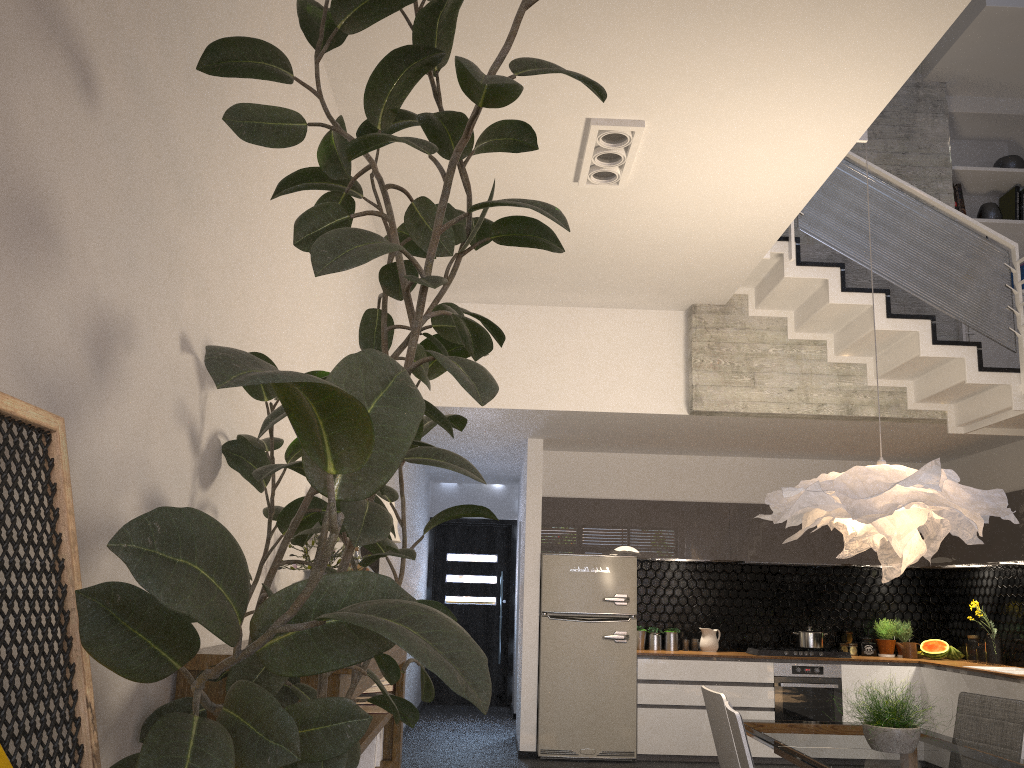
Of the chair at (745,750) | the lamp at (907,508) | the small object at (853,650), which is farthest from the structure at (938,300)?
the chair at (745,750)

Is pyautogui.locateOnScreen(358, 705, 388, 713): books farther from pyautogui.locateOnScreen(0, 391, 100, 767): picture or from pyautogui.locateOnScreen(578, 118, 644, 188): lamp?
pyautogui.locateOnScreen(578, 118, 644, 188): lamp

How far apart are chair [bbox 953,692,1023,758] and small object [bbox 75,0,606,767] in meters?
3.3 m

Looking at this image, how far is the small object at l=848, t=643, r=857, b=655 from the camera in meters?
8.1

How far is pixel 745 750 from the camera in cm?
331

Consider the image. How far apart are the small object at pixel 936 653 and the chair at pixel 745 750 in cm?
516

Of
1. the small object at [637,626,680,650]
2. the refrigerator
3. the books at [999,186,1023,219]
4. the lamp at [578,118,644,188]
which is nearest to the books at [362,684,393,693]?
the lamp at [578,118,644,188]

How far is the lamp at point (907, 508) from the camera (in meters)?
3.70

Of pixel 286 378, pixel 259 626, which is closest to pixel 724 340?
pixel 259 626

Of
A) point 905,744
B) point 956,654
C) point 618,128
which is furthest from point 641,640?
point 618,128
